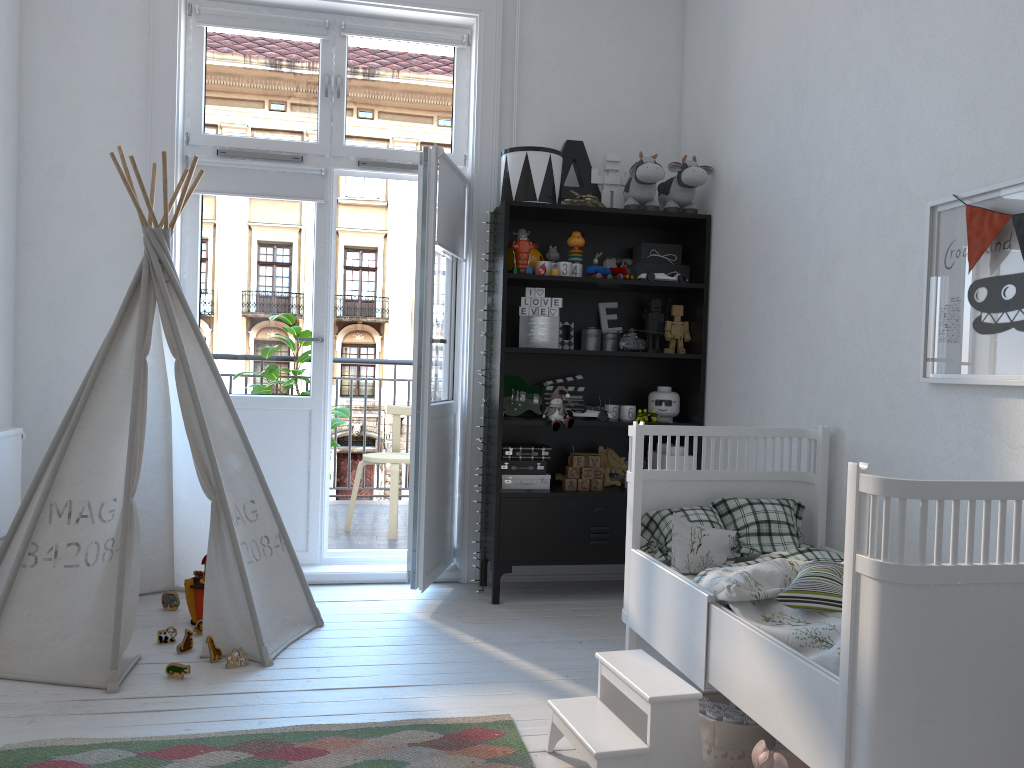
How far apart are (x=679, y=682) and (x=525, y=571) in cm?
202

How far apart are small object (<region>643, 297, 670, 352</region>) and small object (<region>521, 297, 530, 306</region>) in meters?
0.6 m

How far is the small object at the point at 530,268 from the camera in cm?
370

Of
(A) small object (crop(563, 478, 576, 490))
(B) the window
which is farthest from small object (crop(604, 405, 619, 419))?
(B) the window

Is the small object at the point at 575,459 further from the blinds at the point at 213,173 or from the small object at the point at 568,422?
the blinds at the point at 213,173

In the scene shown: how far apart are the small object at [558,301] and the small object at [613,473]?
0.9m

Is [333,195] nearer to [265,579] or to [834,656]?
[265,579]

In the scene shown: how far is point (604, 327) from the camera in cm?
406

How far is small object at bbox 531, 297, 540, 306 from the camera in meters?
3.8

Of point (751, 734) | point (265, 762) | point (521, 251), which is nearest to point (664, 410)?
point (521, 251)
